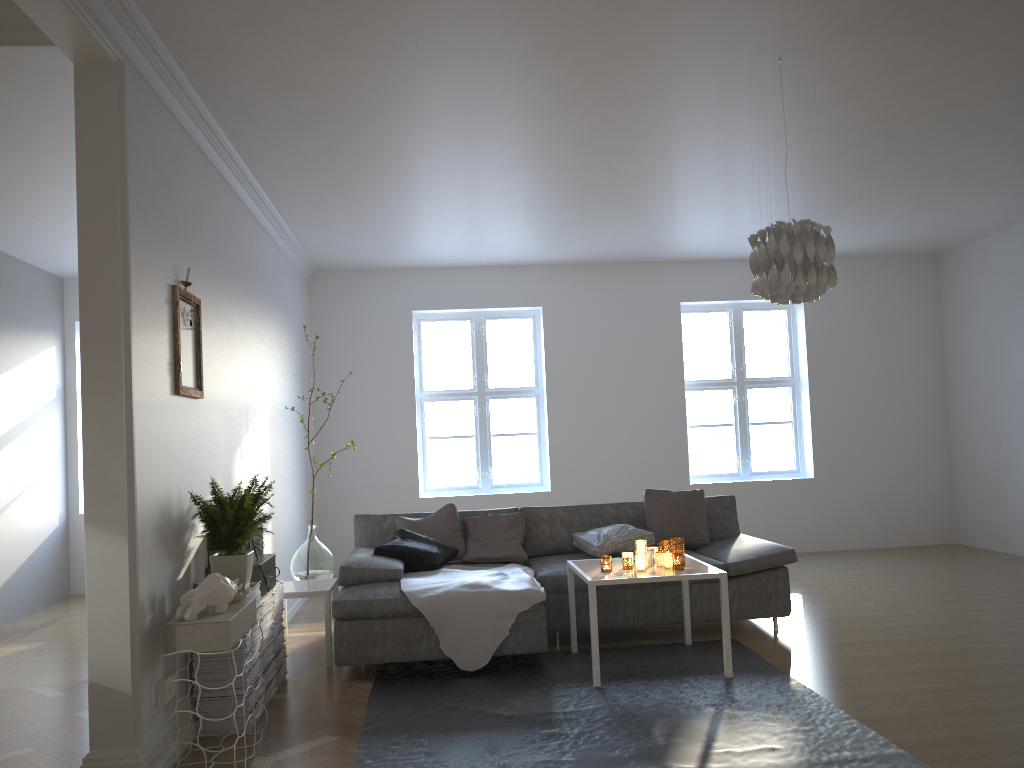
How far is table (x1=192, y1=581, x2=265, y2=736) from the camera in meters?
3.7

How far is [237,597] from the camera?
3.62m

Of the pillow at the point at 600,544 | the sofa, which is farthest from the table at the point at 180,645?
the pillow at the point at 600,544

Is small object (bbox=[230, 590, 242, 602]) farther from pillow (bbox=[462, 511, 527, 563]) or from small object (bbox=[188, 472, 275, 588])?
pillow (bbox=[462, 511, 527, 563])

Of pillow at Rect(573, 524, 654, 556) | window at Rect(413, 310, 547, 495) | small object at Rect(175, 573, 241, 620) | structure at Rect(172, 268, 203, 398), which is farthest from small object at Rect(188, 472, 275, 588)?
window at Rect(413, 310, 547, 495)

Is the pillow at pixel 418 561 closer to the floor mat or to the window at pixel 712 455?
the floor mat

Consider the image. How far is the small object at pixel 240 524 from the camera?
3.8m

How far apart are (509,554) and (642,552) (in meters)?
1.25

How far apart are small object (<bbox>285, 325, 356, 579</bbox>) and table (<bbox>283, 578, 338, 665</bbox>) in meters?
0.2

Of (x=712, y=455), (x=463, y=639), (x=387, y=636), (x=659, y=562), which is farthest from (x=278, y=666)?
(x=712, y=455)
